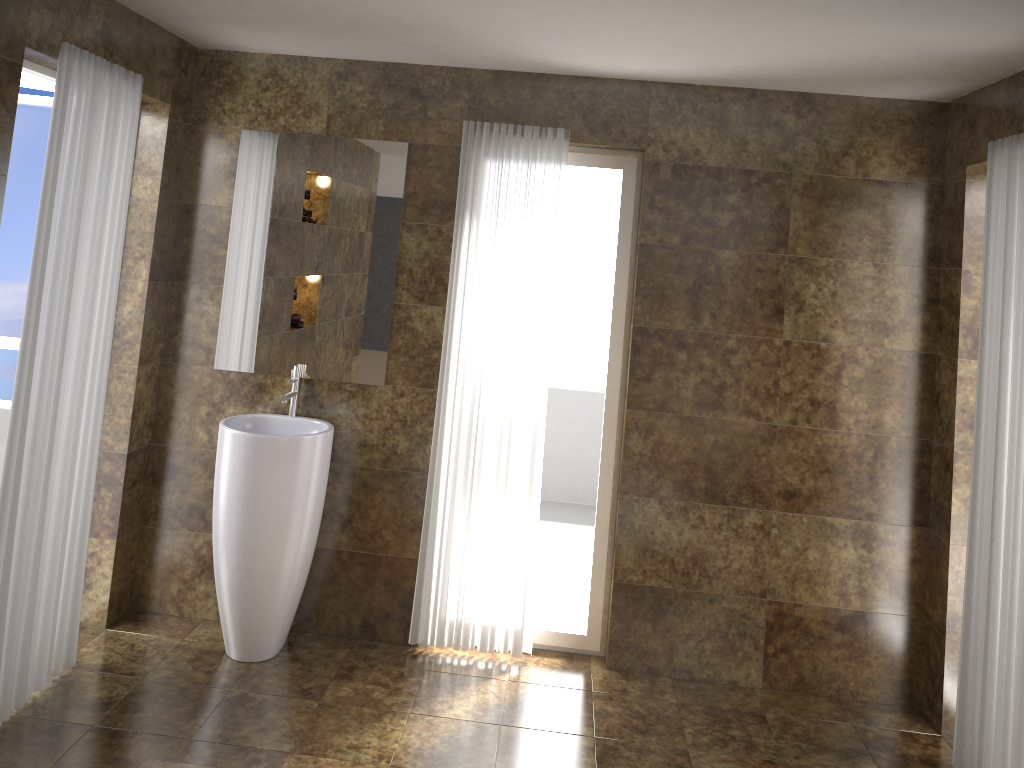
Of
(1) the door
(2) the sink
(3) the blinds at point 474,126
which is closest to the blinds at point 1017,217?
(3) the blinds at point 474,126

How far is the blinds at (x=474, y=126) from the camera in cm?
370

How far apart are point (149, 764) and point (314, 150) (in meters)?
2.42

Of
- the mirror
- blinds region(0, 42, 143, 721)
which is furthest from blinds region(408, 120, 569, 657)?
blinds region(0, 42, 143, 721)

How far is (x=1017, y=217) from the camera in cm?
295

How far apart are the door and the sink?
0.9 meters

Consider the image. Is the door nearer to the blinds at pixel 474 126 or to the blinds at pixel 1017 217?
the blinds at pixel 474 126

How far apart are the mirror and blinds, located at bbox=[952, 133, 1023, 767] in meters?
2.3

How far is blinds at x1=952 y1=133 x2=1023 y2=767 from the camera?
2.9m

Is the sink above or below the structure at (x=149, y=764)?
above
